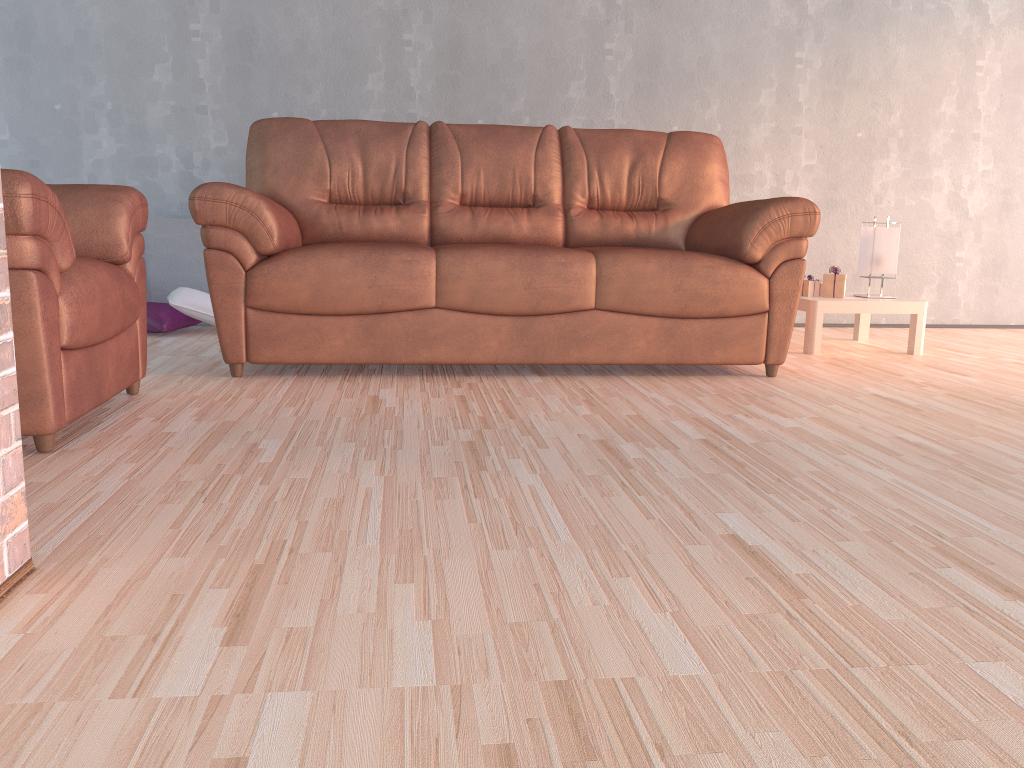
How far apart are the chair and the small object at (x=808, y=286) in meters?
2.8 m

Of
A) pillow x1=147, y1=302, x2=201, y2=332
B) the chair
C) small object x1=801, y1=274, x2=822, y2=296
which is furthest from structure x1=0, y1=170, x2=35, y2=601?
small object x1=801, y1=274, x2=822, y2=296

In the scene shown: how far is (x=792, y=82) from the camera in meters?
A: 4.8 m

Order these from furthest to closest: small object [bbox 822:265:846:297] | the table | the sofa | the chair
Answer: small object [bbox 822:265:846:297], the table, the sofa, the chair

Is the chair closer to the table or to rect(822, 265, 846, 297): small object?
the table

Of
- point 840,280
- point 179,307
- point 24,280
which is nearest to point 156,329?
point 179,307

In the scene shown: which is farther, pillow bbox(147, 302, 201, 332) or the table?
pillow bbox(147, 302, 201, 332)

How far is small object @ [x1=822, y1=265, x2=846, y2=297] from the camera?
4.0 meters

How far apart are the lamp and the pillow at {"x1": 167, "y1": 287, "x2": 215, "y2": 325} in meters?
3.0

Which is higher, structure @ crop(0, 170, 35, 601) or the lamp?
the lamp
